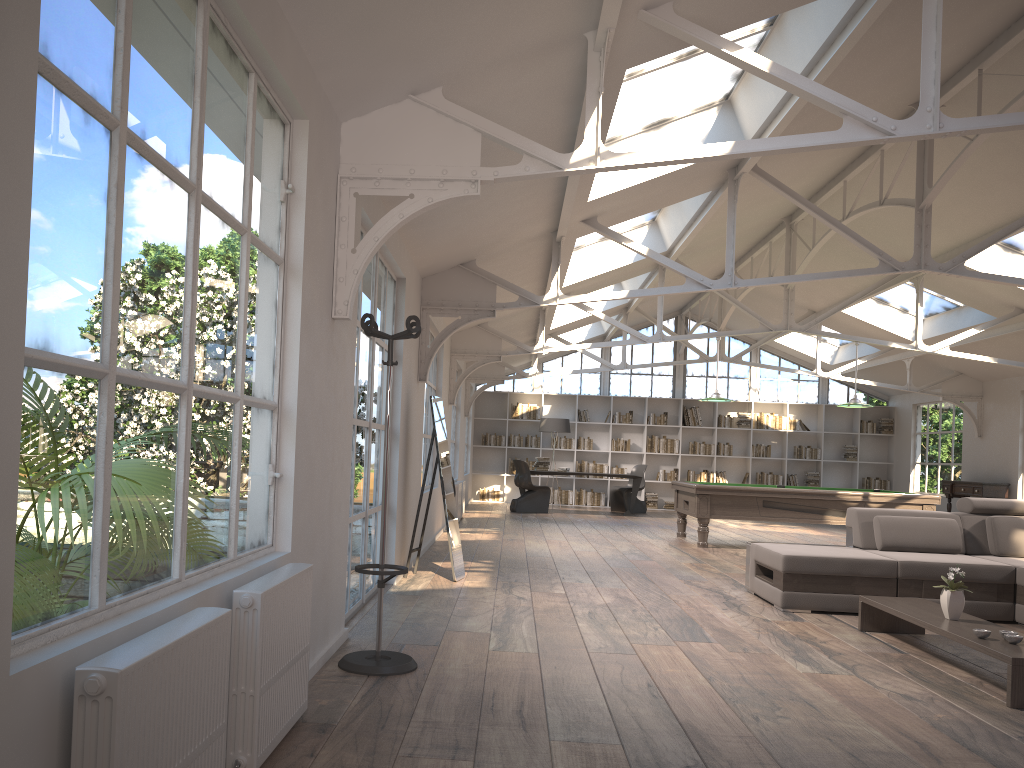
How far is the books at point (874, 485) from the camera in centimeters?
1840cm

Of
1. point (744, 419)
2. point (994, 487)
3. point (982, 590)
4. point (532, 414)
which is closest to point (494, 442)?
point (532, 414)

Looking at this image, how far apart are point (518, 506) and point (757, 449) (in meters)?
5.84

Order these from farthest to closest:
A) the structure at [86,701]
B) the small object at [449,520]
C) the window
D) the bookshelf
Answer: the window < the bookshelf < the small object at [449,520] < the structure at [86,701]

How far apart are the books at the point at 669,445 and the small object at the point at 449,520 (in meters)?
11.80

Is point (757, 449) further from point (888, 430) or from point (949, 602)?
point (949, 602)

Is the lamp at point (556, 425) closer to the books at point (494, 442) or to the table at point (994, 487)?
the books at point (494, 442)

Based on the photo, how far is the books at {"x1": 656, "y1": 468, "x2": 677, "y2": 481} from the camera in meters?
18.5

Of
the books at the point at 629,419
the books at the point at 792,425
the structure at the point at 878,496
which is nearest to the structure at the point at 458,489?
the structure at the point at 878,496

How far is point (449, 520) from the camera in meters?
6.9
